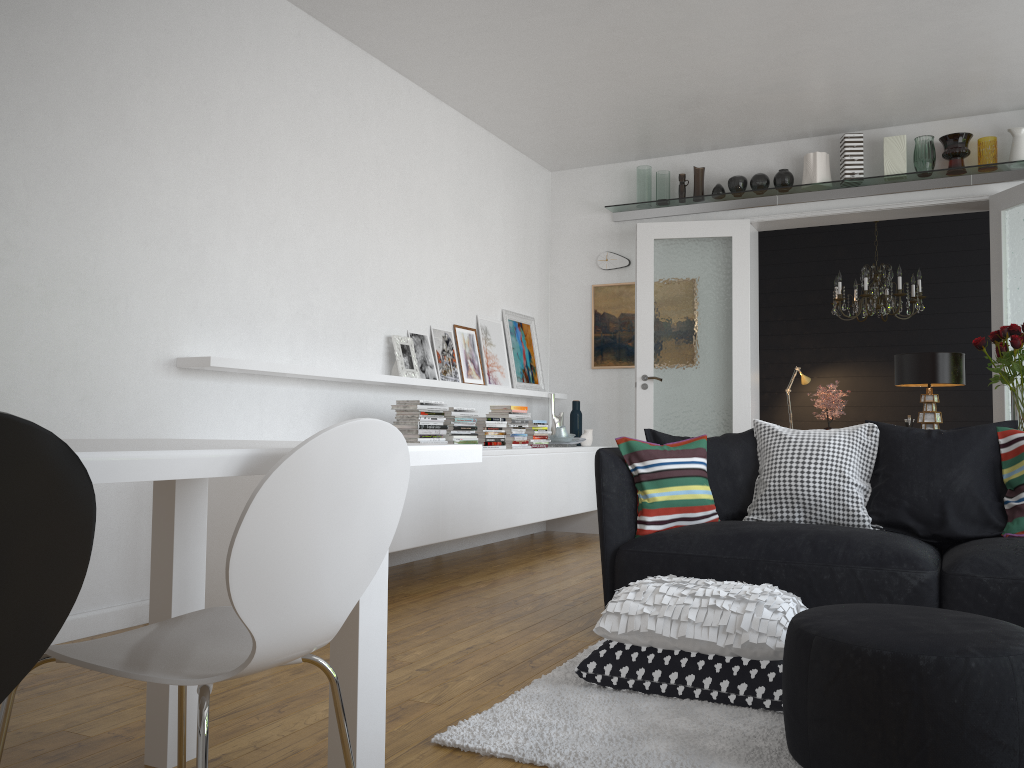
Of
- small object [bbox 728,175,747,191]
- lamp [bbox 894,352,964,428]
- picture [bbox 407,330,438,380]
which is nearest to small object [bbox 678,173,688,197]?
small object [bbox 728,175,747,191]

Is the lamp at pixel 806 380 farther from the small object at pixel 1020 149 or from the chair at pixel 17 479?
the chair at pixel 17 479

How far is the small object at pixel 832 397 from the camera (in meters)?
7.25

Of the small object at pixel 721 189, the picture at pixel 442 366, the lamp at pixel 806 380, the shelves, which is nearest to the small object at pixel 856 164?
the shelves

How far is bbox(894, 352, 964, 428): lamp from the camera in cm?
396

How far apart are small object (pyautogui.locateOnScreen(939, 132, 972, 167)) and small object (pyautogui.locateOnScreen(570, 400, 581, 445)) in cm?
321

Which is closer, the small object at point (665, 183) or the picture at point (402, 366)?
the picture at point (402, 366)

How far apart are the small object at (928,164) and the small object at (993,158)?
0.3 meters

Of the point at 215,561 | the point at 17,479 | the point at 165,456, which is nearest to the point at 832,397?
the point at 215,561

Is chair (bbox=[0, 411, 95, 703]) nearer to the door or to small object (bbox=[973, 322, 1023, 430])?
small object (bbox=[973, 322, 1023, 430])
